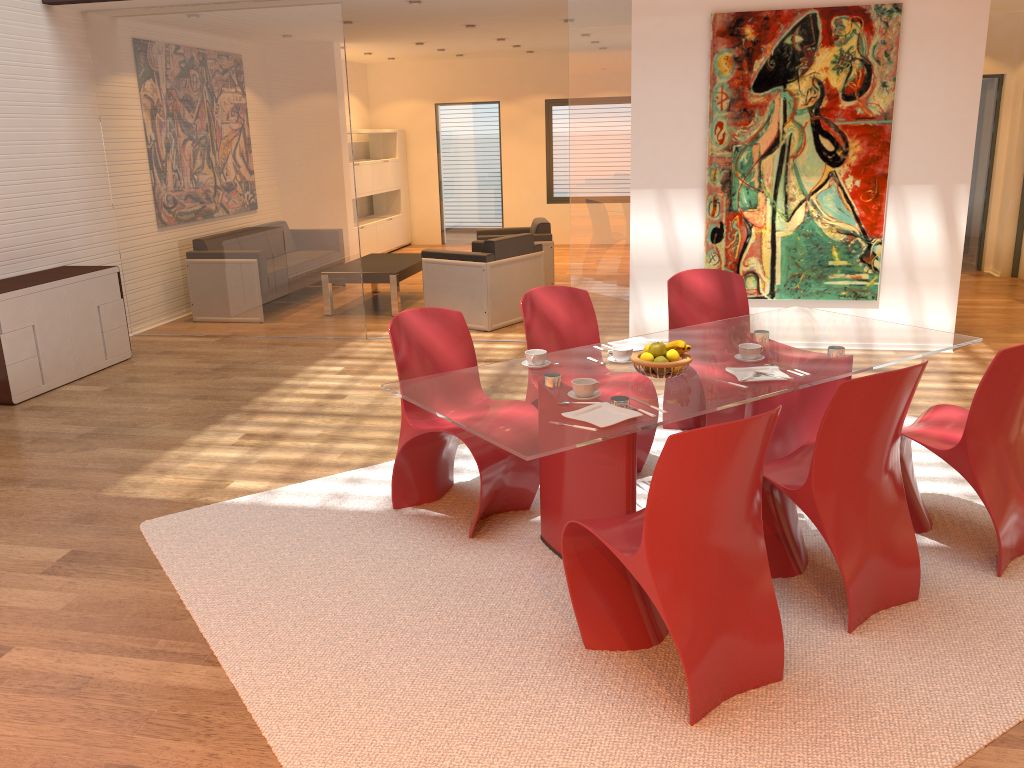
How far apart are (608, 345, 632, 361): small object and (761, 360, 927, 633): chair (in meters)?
0.72

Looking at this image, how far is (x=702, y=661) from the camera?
2.54m

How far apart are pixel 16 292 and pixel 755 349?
4.88m

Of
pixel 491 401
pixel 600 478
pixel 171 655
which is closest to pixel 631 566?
pixel 600 478

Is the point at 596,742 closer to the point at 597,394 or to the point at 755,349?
the point at 597,394

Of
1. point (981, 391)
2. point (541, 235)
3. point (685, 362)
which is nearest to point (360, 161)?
point (541, 235)

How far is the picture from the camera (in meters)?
6.15

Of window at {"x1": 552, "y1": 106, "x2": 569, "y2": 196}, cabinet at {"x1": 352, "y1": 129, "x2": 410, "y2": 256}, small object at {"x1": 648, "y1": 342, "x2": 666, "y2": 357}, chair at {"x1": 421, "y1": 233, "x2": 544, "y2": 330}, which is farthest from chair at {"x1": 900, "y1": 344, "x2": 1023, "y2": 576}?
window at {"x1": 552, "y1": 106, "x2": 569, "y2": 196}

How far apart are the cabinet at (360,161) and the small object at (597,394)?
9.19m

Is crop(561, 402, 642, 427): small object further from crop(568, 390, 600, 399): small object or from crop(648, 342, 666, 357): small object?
crop(648, 342, 666, 357): small object
